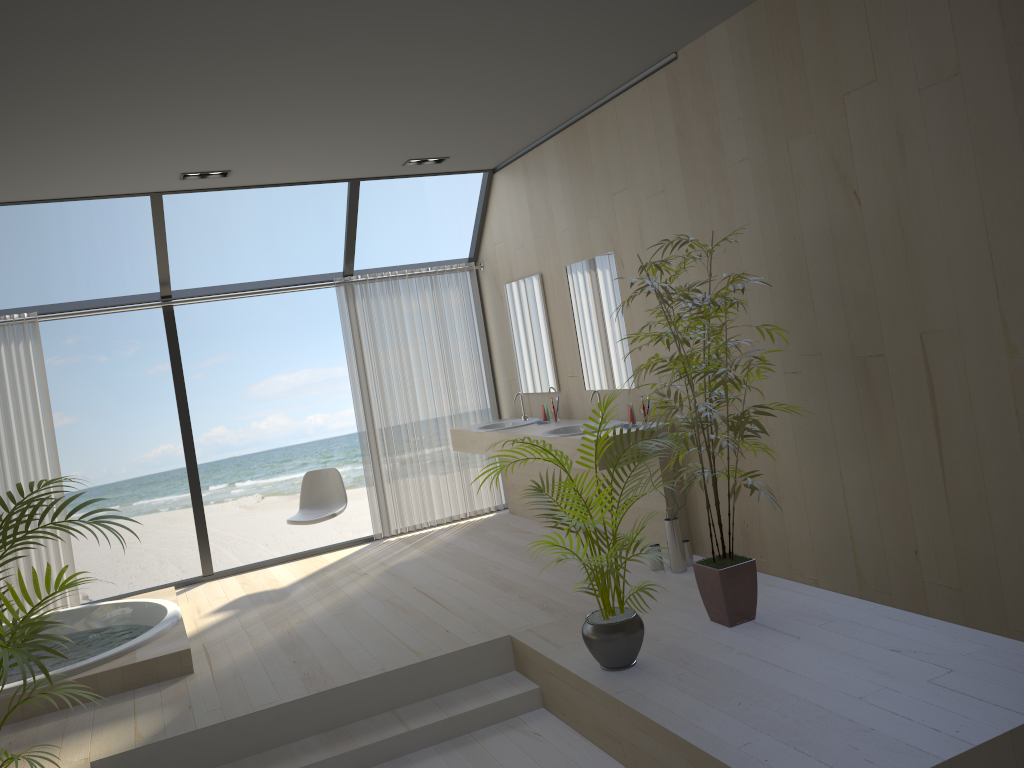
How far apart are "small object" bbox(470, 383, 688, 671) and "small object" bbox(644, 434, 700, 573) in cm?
100

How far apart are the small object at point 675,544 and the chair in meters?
2.5 m

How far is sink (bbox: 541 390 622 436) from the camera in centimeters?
574cm

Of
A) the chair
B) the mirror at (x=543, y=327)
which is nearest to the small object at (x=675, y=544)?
the mirror at (x=543, y=327)

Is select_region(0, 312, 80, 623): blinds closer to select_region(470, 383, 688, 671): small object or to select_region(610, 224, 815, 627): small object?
select_region(470, 383, 688, 671): small object

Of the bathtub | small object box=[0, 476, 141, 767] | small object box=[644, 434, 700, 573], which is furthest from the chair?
small object box=[0, 476, 141, 767]

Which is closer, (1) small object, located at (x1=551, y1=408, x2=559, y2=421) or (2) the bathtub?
(2) the bathtub

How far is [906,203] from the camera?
3.4m

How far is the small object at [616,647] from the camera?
3.58m

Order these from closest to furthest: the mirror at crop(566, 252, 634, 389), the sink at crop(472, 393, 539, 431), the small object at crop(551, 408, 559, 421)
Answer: the mirror at crop(566, 252, 634, 389), the small object at crop(551, 408, 559, 421), the sink at crop(472, 393, 539, 431)
